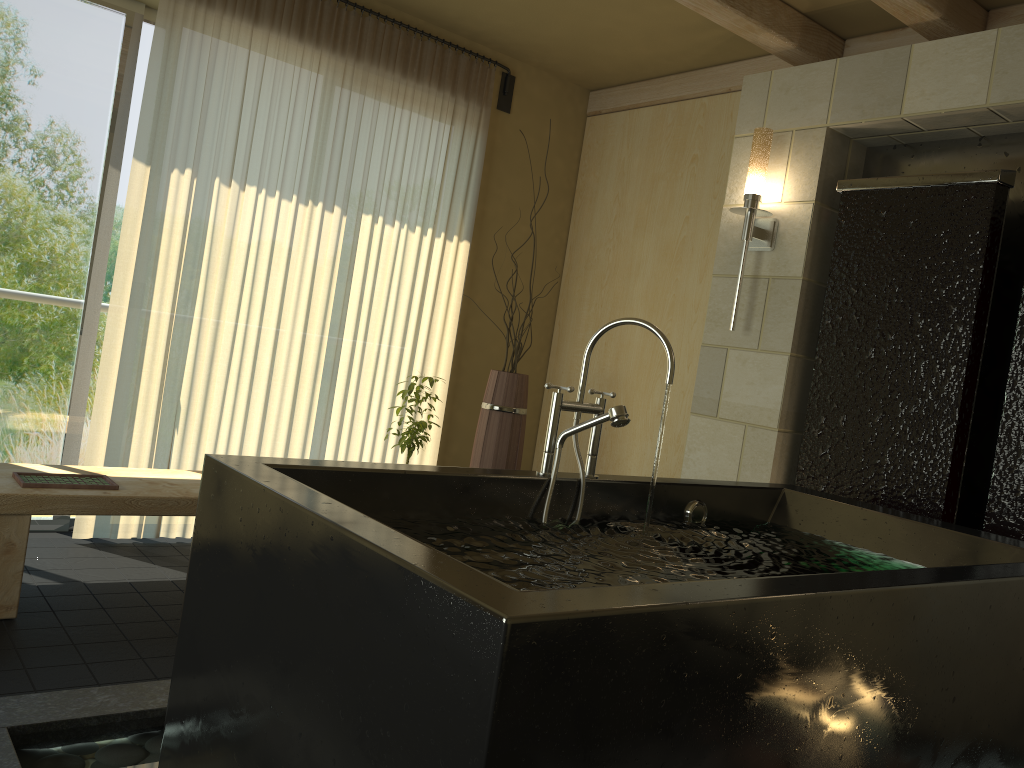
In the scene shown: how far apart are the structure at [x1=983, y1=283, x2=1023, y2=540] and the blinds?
2.7 meters

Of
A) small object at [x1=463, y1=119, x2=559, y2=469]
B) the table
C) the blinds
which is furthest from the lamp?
the table

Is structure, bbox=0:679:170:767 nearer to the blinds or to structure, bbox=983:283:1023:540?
the blinds

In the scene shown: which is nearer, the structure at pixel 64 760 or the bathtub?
the bathtub

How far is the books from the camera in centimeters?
289cm

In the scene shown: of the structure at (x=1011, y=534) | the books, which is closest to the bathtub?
the structure at (x=1011, y=534)

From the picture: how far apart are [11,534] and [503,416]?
2.0 meters

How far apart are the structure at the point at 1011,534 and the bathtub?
0.4 meters

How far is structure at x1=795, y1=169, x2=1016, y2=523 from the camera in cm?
305

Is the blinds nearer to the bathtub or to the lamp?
the lamp
